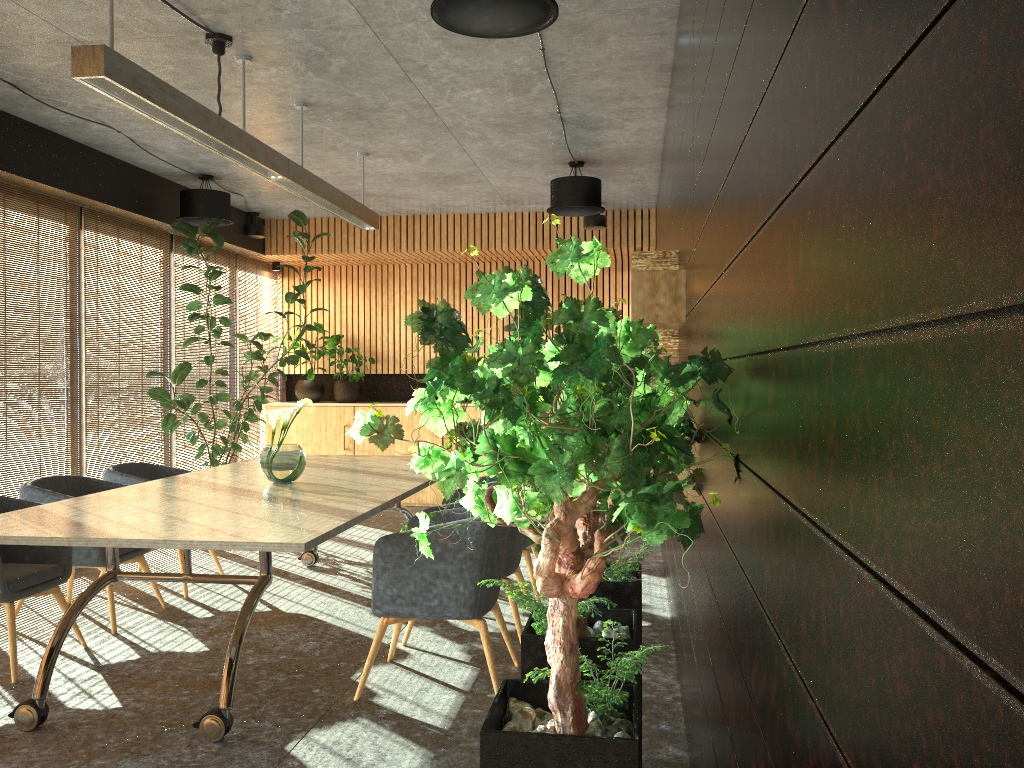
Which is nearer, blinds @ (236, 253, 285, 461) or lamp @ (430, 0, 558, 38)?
lamp @ (430, 0, 558, 38)

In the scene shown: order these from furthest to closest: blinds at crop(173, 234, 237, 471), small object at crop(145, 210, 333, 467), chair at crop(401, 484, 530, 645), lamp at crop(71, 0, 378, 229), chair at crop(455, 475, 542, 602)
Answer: blinds at crop(173, 234, 237, 471) → small object at crop(145, 210, 333, 467) → chair at crop(455, 475, 542, 602) → chair at crop(401, 484, 530, 645) → lamp at crop(71, 0, 378, 229)

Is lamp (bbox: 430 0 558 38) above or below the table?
above

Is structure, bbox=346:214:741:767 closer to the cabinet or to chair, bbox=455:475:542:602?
chair, bbox=455:475:542:602

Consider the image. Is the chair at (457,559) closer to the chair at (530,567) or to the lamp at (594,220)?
the chair at (530,567)

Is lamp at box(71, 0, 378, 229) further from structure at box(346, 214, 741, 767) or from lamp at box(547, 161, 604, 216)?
structure at box(346, 214, 741, 767)

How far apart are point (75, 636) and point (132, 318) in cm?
363

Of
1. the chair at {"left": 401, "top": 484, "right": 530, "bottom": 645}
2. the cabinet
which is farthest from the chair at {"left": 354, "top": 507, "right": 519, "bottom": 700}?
the cabinet

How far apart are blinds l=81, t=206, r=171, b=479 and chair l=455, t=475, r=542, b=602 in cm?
361

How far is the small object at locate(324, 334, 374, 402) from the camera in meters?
11.2 m
